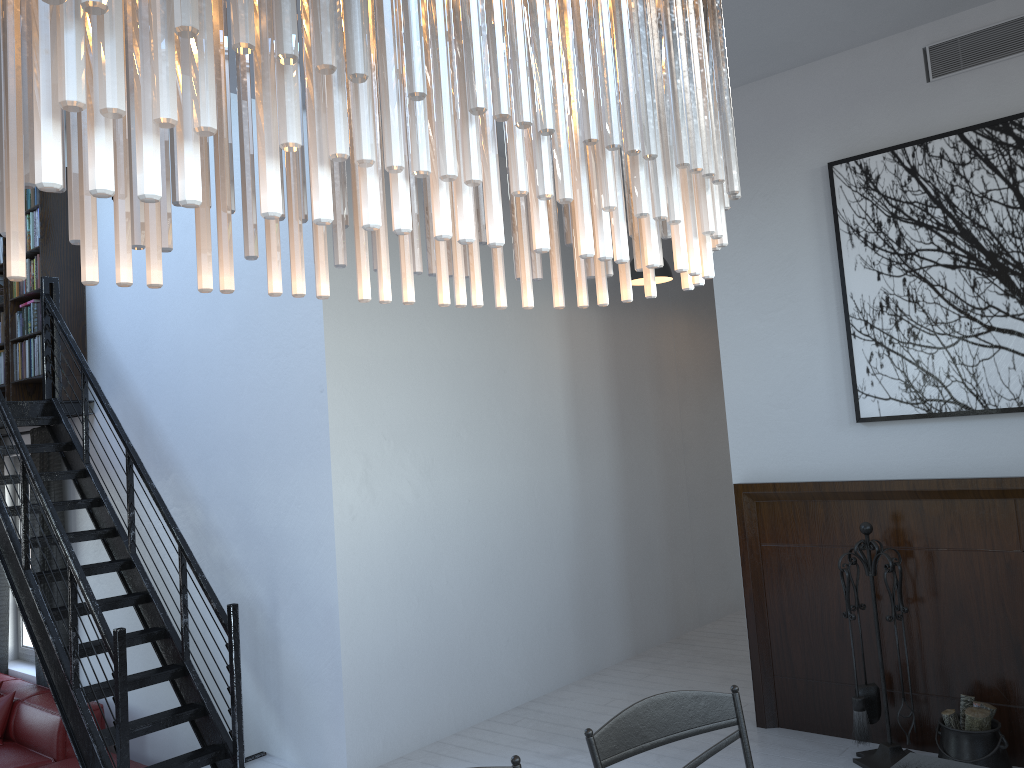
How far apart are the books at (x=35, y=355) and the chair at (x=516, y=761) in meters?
5.4

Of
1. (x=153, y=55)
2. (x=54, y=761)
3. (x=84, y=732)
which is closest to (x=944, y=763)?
(x=153, y=55)

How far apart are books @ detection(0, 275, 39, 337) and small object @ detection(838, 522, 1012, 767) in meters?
5.3 m

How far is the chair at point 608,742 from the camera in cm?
191

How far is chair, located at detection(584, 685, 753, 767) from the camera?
1.9m

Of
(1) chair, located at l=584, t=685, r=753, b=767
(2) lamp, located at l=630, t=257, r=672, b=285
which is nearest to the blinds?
(2) lamp, located at l=630, t=257, r=672, b=285

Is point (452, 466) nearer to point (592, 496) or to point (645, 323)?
point (592, 496)

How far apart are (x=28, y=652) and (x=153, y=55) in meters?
7.8 m

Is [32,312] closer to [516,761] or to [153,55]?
[516,761]

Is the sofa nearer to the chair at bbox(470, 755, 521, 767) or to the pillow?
the pillow
